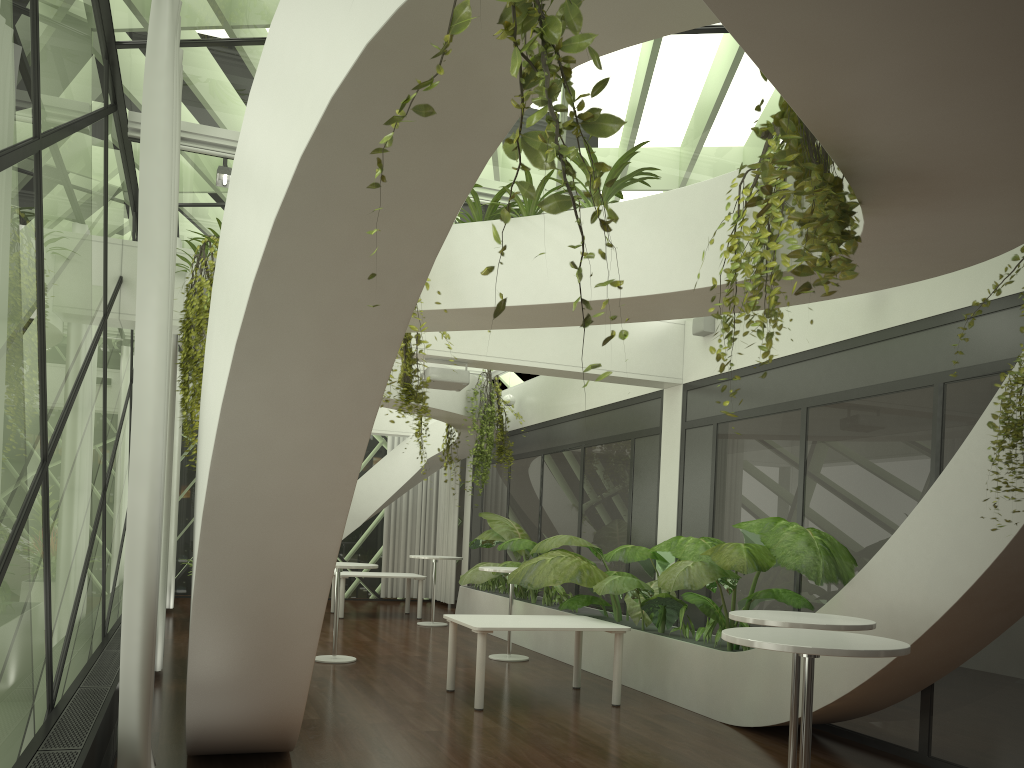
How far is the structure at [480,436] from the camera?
12.3m

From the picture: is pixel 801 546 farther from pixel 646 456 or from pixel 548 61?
pixel 548 61

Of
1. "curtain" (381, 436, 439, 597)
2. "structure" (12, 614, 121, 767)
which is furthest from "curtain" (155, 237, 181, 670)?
"curtain" (381, 436, 439, 597)

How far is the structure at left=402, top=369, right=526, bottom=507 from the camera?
12.3m

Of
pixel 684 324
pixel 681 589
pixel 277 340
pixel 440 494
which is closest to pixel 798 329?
pixel 684 324

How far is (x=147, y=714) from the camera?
4.1m

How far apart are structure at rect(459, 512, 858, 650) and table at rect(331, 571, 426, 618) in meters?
1.3 m

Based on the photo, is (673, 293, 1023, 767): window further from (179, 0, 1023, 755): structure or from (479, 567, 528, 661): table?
(479, 567, 528, 661): table

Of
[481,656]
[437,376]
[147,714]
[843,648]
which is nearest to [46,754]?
[147,714]

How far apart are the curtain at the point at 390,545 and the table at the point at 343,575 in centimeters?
326cm
